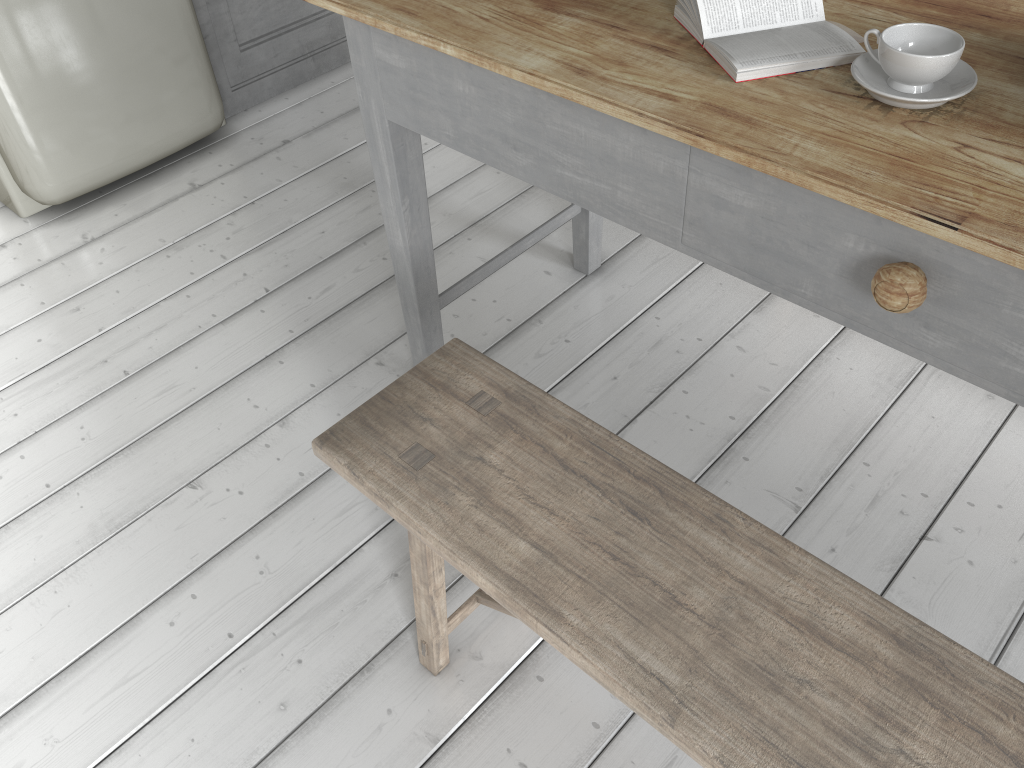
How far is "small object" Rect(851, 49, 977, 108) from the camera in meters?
1.3

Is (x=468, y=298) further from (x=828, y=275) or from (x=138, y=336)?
(x=828, y=275)

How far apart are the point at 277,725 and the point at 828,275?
1.4 meters

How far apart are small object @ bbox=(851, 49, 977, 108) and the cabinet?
2.9m

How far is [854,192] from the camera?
1.18m

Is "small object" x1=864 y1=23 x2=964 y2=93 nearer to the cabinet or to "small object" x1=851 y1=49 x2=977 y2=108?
"small object" x1=851 y1=49 x2=977 y2=108

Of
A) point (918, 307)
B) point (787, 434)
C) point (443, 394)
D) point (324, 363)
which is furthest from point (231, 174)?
point (918, 307)

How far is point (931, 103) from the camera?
1.3 meters

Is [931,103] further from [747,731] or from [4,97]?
[4,97]

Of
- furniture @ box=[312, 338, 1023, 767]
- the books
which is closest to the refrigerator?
furniture @ box=[312, 338, 1023, 767]
